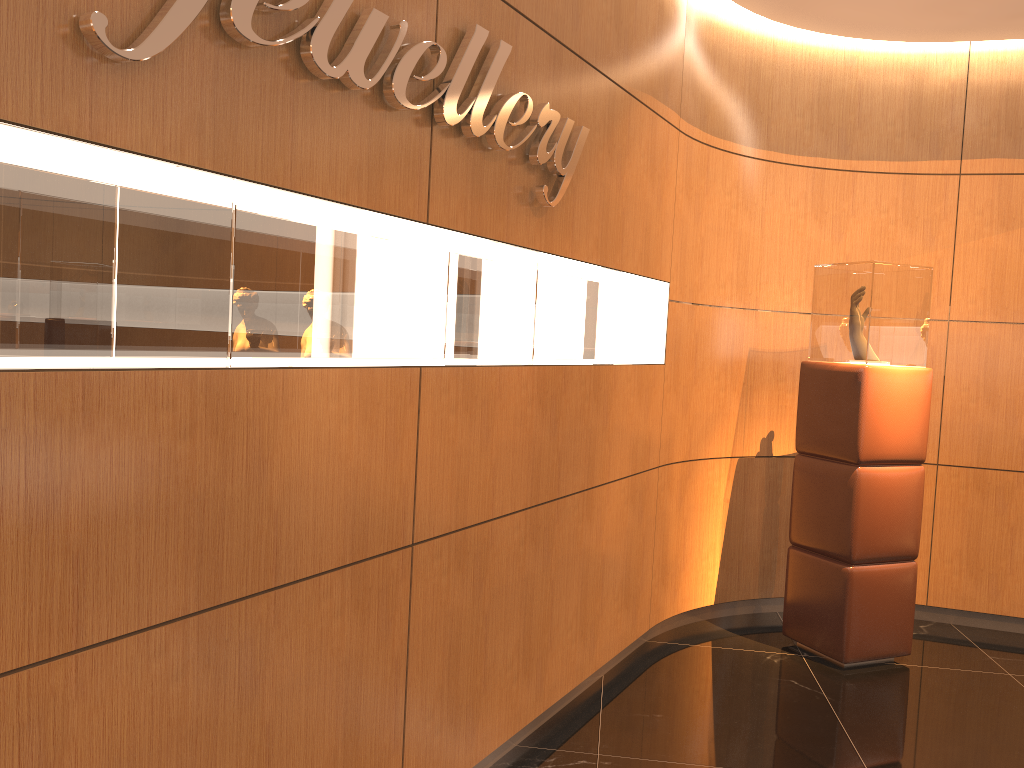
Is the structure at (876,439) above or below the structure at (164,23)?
below

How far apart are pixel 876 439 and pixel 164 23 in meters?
3.7

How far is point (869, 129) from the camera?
5.10m

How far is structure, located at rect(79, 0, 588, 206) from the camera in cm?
163

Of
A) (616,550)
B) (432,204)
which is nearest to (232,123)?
(432,204)

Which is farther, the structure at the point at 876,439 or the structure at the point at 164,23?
the structure at the point at 876,439

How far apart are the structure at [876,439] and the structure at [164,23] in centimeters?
181cm

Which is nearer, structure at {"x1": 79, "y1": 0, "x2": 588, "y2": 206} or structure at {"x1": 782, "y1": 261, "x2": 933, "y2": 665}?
structure at {"x1": 79, "y1": 0, "x2": 588, "y2": 206}

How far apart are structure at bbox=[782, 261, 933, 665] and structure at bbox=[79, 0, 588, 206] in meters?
1.8 m

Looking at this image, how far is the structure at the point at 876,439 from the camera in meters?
4.3 m
